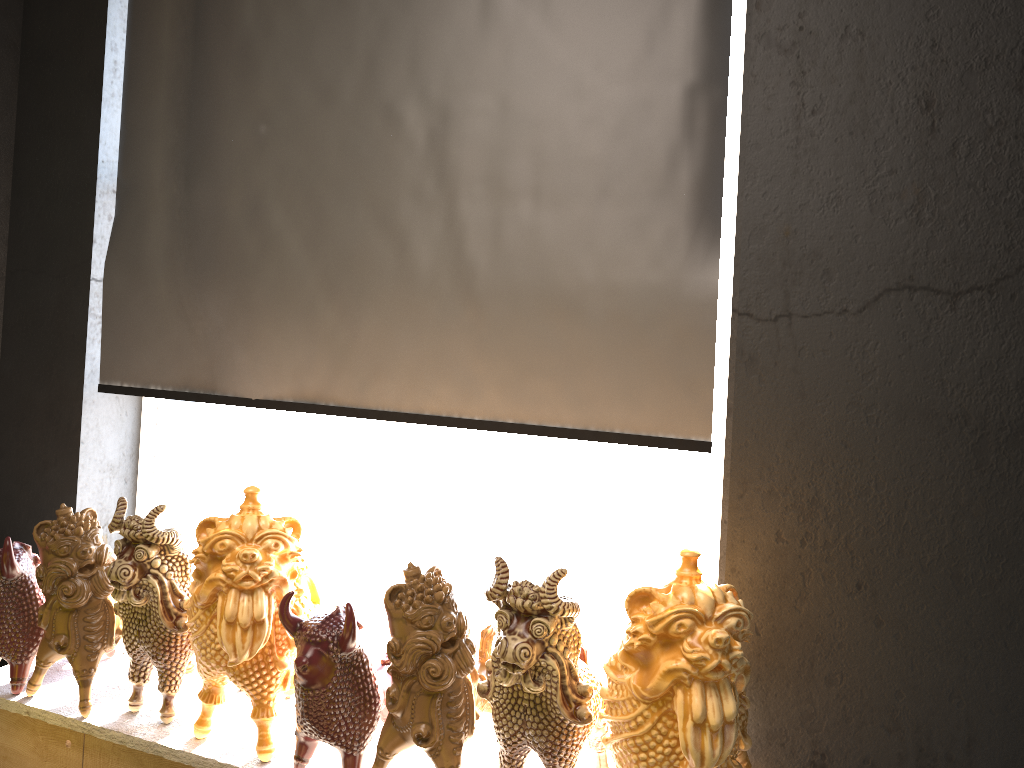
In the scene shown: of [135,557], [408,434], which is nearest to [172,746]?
[135,557]

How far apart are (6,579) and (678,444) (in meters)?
1.87

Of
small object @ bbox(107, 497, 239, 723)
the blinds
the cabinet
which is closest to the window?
the blinds

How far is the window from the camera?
3.02m

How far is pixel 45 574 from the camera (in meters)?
2.34

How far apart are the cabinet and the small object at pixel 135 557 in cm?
1

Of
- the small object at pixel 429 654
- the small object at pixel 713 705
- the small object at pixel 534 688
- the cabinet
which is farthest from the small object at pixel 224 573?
the small object at pixel 713 705

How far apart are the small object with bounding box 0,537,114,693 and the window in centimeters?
71cm

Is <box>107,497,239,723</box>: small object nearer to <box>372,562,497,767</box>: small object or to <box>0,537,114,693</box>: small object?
<box>0,537,114,693</box>: small object

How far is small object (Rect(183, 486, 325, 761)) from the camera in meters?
2.1
